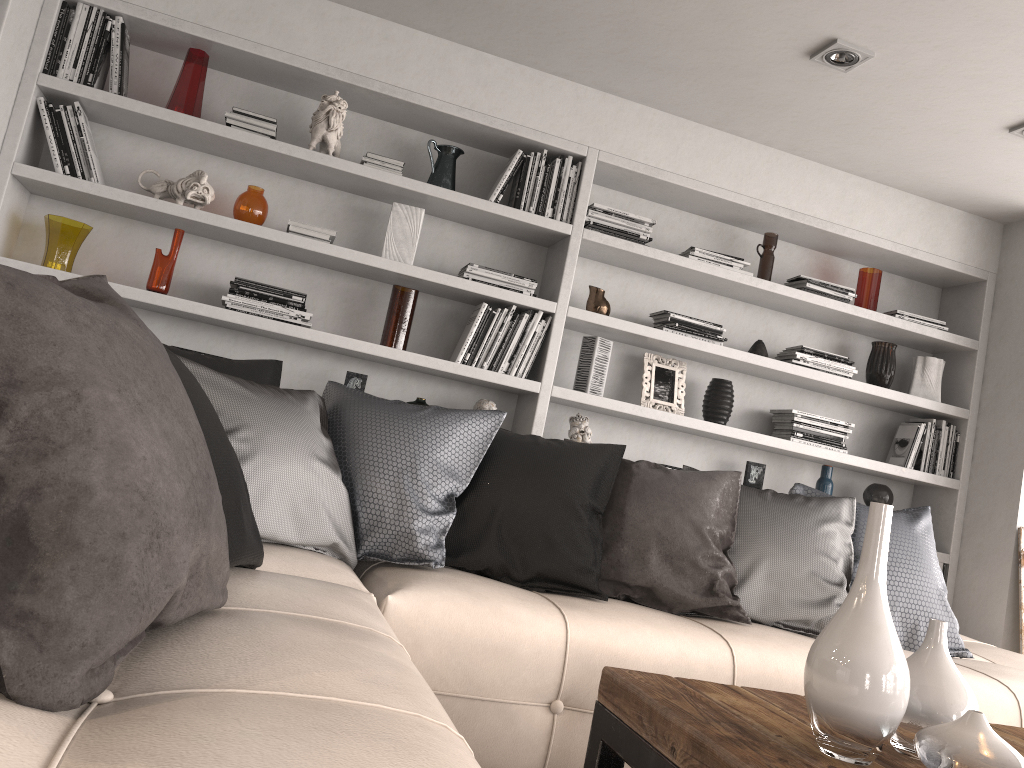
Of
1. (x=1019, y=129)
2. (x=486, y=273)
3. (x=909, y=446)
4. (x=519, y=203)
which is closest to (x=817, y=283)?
(x=909, y=446)

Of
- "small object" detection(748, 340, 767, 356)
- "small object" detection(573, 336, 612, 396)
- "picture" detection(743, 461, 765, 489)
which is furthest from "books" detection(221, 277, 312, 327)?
"picture" detection(743, 461, 765, 489)

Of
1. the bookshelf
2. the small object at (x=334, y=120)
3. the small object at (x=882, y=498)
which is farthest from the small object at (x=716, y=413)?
the small object at (x=334, y=120)

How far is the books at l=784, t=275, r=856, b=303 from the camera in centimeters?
406cm

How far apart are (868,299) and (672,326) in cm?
106

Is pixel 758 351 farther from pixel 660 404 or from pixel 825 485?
pixel 825 485

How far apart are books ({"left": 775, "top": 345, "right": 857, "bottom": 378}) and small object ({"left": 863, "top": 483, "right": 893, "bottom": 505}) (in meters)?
0.56

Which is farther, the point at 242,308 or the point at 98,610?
the point at 242,308

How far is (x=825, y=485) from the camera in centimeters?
410cm

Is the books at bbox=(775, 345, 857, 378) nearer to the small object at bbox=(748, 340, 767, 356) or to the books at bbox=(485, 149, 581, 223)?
the small object at bbox=(748, 340, 767, 356)
